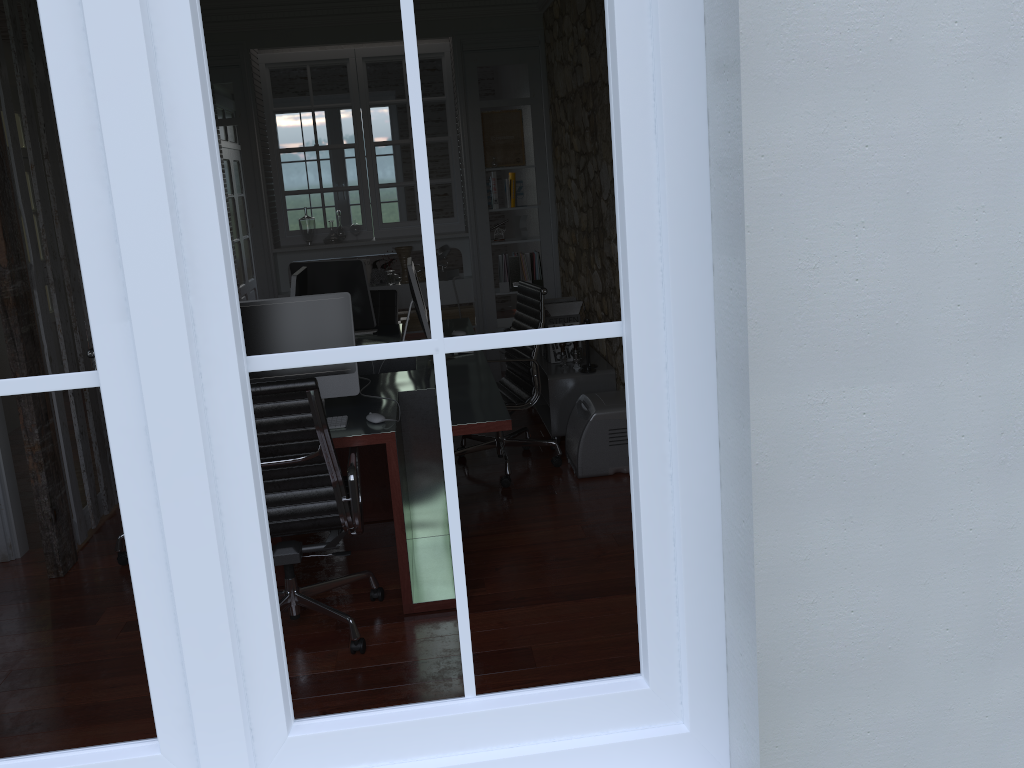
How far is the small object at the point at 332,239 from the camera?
6.7m

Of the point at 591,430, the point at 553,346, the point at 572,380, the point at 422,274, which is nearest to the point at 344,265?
the point at 553,346

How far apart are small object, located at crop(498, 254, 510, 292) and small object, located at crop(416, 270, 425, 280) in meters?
0.6 m

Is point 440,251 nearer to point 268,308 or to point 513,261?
point 513,261

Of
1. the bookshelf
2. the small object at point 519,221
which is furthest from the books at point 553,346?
the small object at point 519,221

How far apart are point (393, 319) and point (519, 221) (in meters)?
1.49

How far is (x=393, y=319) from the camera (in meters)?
5.98

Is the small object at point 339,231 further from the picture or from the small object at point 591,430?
the small object at point 591,430

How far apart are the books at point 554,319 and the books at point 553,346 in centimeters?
16cm

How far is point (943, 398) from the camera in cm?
148
